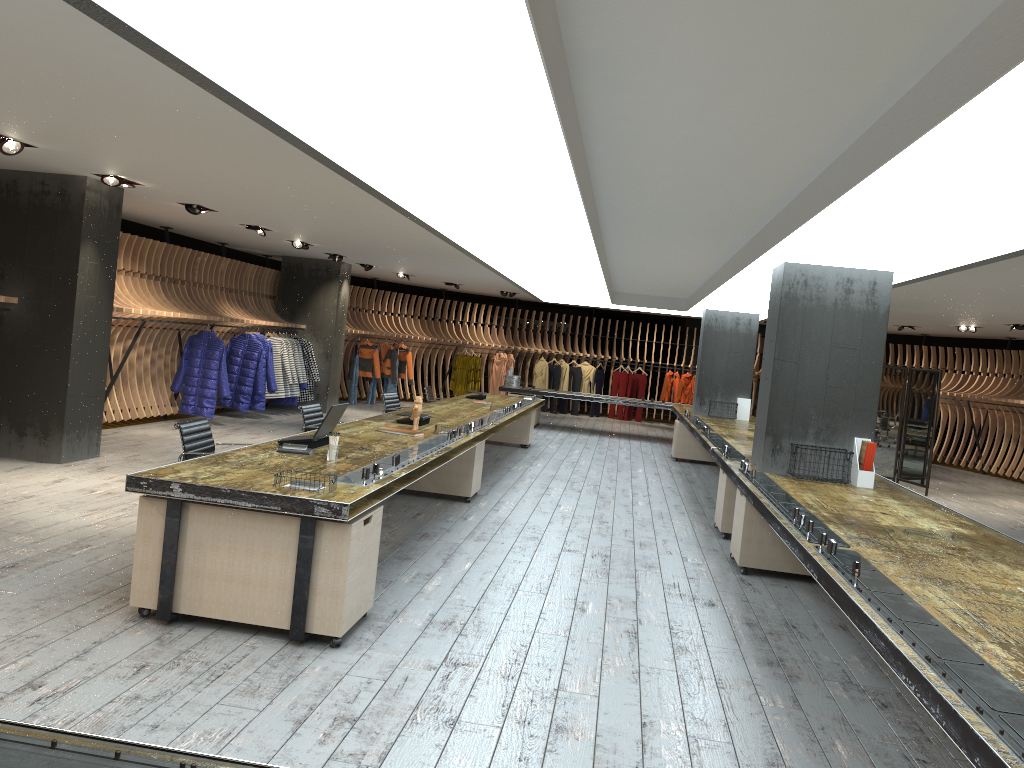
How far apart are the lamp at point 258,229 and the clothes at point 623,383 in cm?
1221

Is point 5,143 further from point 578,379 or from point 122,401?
point 578,379

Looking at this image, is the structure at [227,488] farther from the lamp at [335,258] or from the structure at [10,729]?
the lamp at [335,258]

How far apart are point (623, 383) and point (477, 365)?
3.8 meters

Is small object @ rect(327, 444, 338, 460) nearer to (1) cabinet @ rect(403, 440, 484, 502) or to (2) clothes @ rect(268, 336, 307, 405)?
(1) cabinet @ rect(403, 440, 484, 502)

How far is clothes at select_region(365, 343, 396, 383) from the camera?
19.22m

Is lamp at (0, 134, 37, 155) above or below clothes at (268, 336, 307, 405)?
above

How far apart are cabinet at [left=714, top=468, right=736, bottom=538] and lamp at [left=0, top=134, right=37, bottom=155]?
6.63m

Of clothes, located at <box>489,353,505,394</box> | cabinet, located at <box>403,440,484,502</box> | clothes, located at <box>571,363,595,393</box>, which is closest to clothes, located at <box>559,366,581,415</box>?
clothes, located at <box>571,363,595,393</box>

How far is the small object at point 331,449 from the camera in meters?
5.6 m
